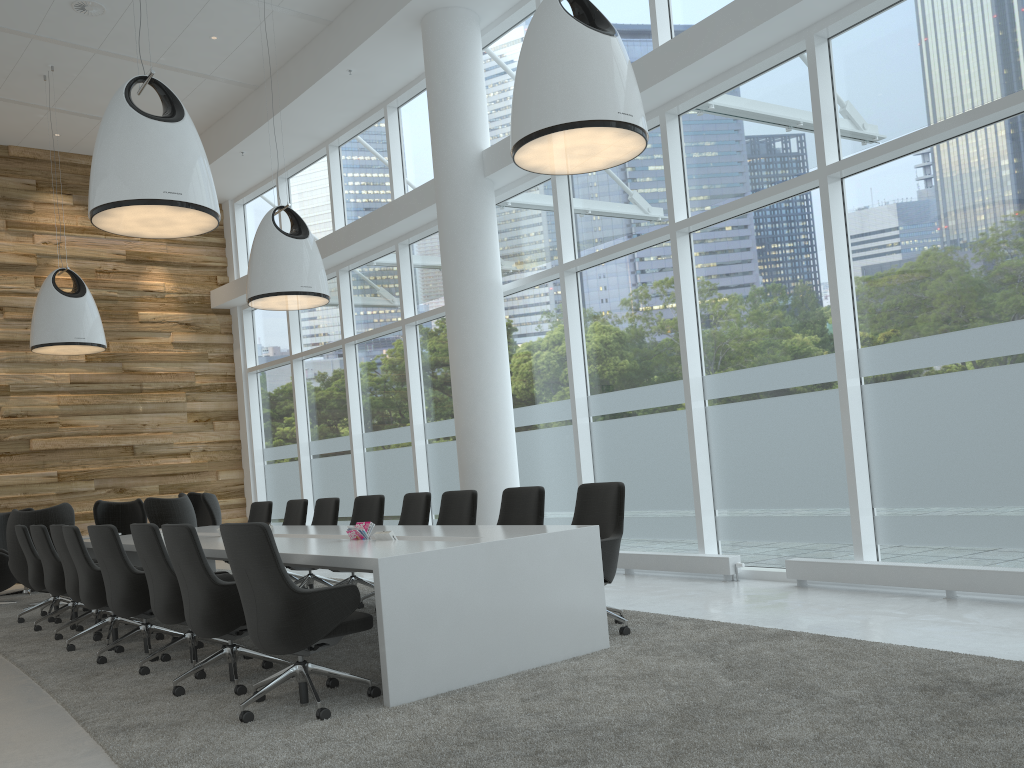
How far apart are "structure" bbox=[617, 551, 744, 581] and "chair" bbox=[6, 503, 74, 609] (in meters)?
6.16

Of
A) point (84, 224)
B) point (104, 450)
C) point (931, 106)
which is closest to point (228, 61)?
point (84, 224)

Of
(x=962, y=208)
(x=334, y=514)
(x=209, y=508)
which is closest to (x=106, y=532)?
(x=334, y=514)

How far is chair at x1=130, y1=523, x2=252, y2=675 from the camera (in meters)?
5.52

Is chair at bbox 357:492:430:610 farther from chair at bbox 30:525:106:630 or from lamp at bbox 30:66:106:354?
lamp at bbox 30:66:106:354

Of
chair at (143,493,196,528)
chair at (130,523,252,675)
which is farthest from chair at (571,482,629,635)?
chair at (143,493,196,528)

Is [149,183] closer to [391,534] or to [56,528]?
[391,534]

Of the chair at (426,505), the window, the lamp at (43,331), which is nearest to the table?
the chair at (426,505)

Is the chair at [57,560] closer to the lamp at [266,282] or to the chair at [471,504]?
the lamp at [266,282]

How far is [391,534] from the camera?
5.47m
